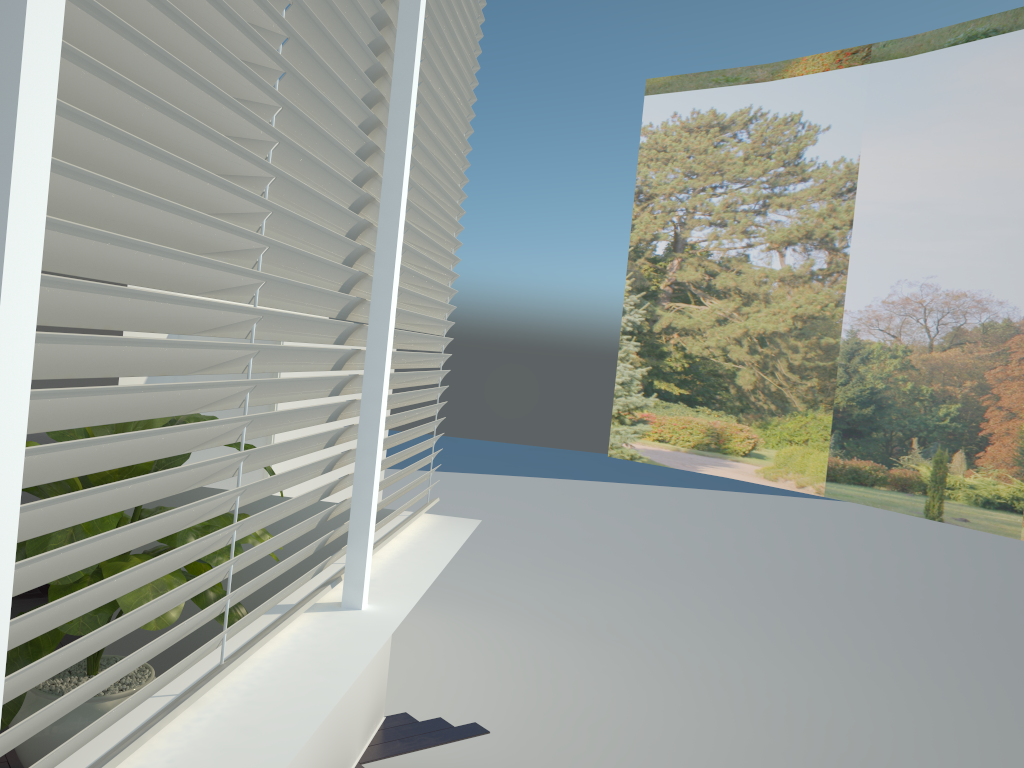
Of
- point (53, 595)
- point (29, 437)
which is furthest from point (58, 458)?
point (29, 437)

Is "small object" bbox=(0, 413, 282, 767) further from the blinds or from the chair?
the chair

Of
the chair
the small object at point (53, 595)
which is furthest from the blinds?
the chair

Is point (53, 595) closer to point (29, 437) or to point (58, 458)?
point (58, 458)

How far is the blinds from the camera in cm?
100

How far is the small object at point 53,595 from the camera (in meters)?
2.22

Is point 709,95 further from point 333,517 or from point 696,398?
point 333,517

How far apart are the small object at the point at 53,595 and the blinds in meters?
0.4 m

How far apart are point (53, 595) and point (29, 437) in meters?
2.7

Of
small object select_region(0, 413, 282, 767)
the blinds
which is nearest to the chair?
small object select_region(0, 413, 282, 767)
